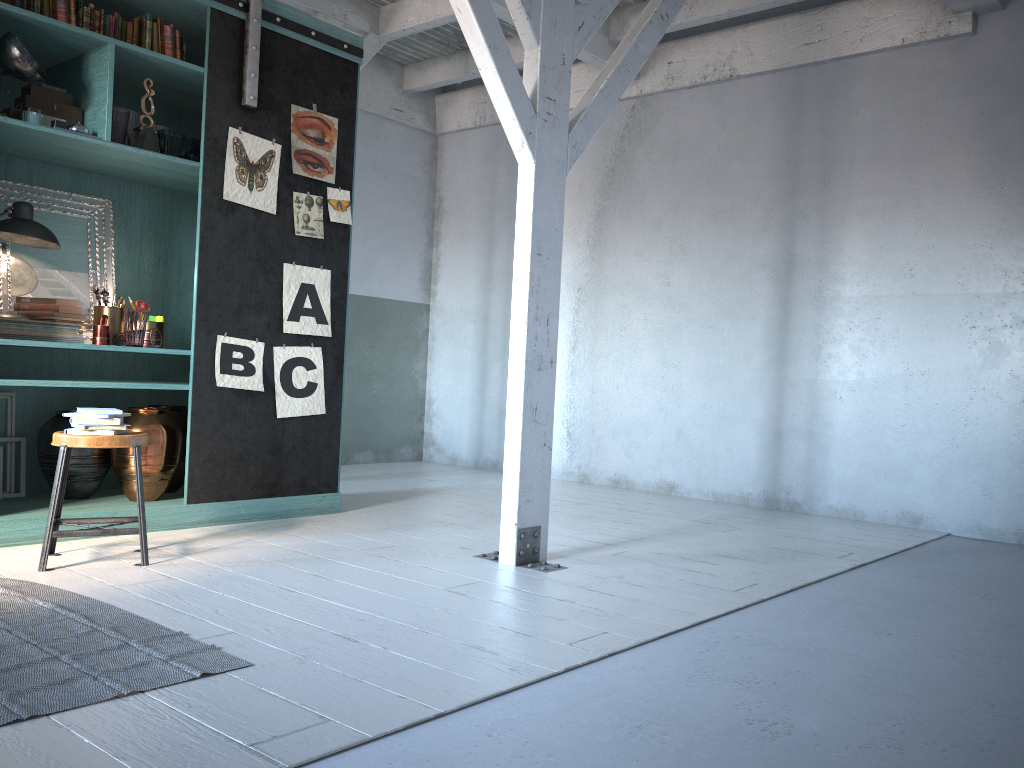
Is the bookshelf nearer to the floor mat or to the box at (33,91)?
the box at (33,91)

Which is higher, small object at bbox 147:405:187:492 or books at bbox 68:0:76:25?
books at bbox 68:0:76:25

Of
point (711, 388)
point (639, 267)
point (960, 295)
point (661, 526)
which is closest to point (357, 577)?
point (661, 526)

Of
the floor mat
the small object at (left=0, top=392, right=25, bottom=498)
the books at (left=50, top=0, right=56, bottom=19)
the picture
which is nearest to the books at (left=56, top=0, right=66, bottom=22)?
the books at (left=50, top=0, right=56, bottom=19)

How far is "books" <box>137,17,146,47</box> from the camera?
5.53m

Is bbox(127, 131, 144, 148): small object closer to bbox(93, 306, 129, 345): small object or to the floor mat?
bbox(93, 306, 129, 345): small object

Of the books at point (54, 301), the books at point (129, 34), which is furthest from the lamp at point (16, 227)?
the books at point (129, 34)

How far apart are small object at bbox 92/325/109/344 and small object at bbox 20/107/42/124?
1.3 meters

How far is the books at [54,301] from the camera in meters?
5.5

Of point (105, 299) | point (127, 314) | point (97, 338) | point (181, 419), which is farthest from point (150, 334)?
point (181, 419)
